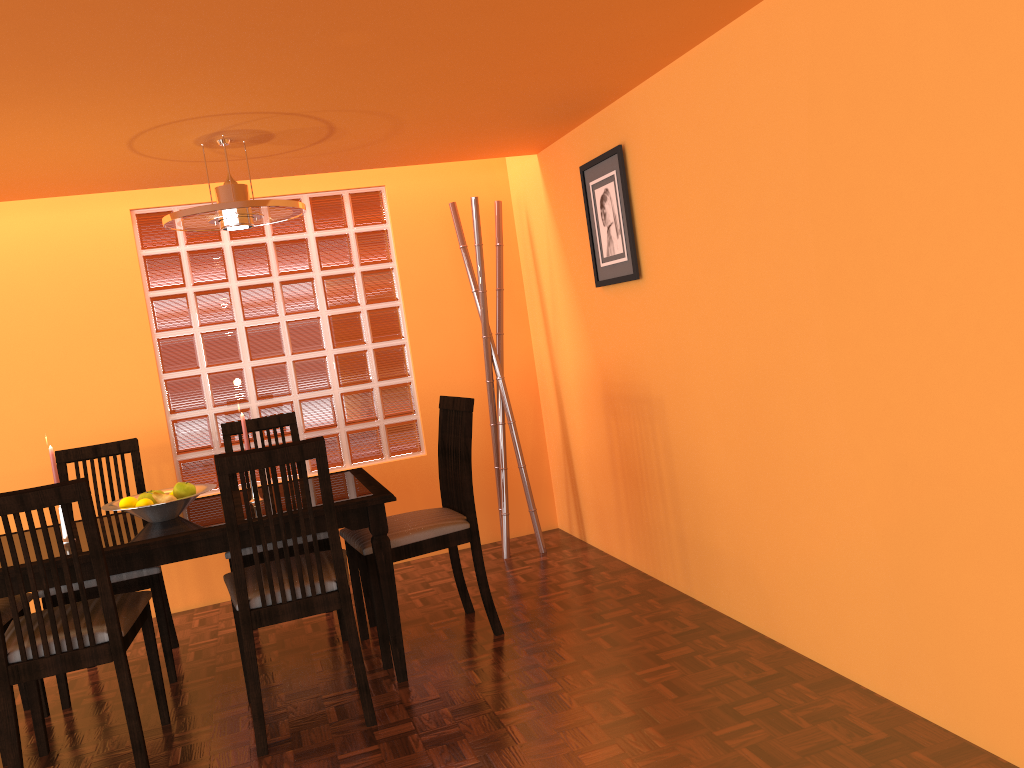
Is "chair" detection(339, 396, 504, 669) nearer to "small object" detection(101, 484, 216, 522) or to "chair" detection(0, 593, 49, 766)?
"small object" detection(101, 484, 216, 522)

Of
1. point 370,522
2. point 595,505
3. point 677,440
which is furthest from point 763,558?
point 595,505

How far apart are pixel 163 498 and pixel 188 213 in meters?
0.9

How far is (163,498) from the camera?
2.7m

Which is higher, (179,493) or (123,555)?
(179,493)

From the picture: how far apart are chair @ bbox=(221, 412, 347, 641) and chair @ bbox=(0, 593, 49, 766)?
0.7 meters

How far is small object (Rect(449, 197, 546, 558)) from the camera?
3.81m

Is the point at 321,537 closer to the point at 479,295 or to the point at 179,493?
the point at 179,493

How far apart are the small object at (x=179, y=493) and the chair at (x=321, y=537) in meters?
0.3 m

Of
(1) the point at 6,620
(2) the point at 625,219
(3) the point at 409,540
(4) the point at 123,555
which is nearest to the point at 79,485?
(4) the point at 123,555
